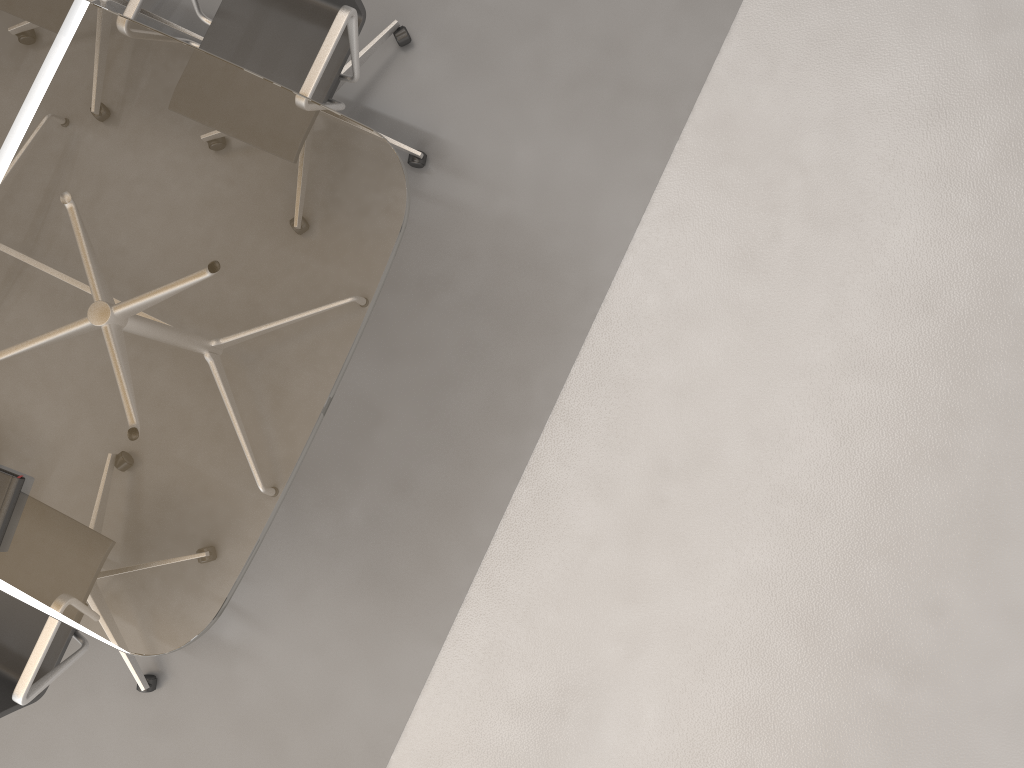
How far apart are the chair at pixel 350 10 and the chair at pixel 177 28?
0.4 meters

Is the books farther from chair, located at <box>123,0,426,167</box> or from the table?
chair, located at <box>123,0,426,167</box>

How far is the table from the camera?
2.0 meters

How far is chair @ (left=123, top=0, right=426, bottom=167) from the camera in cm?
218

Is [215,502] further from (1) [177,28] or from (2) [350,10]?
(1) [177,28]

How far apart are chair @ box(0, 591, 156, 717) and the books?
0.24m

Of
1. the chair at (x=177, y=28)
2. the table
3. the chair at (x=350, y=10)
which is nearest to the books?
the table

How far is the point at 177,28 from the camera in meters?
2.9 m

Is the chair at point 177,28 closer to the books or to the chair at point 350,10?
the chair at point 350,10

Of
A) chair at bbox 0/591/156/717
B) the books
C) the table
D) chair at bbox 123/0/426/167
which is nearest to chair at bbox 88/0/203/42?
chair at bbox 123/0/426/167
